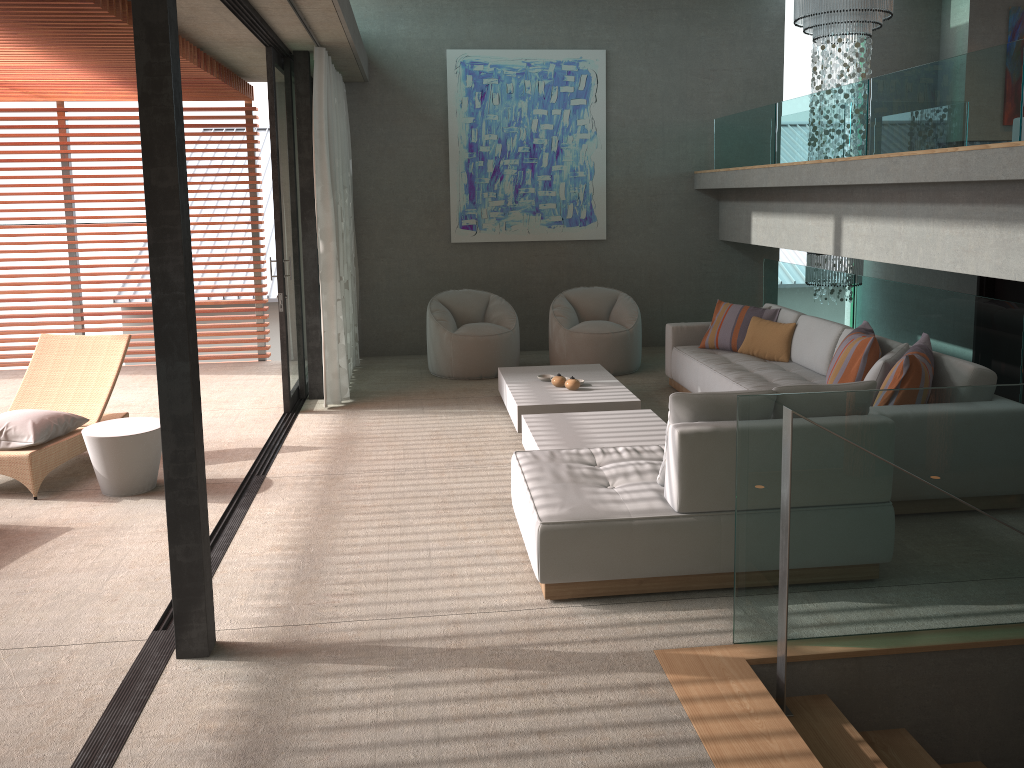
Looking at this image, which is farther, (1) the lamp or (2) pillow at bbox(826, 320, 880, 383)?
(1) the lamp

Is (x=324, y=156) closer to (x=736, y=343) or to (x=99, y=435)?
(x=99, y=435)

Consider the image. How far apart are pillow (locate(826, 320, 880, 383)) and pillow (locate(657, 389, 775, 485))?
1.8 meters

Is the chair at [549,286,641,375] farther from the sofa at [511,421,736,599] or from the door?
the sofa at [511,421,736,599]

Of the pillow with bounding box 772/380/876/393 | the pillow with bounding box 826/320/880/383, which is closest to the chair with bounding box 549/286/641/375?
the pillow with bounding box 826/320/880/383

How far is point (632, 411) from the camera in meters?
6.1 m

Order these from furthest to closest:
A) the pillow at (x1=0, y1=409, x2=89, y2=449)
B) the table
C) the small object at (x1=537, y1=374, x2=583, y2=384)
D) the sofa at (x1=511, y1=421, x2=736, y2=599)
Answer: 1. the small object at (x1=537, y1=374, x2=583, y2=384)
2. the pillow at (x1=0, y1=409, x2=89, y2=449)
3. the table
4. the sofa at (x1=511, y1=421, x2=736, y2=599)

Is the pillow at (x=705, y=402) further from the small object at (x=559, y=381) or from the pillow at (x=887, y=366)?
the small object at (x=559, y=381)

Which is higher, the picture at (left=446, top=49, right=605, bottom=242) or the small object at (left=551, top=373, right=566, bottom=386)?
the picture at (left=446, top=49, right=605, bottom=242)

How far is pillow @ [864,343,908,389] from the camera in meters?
5.1
